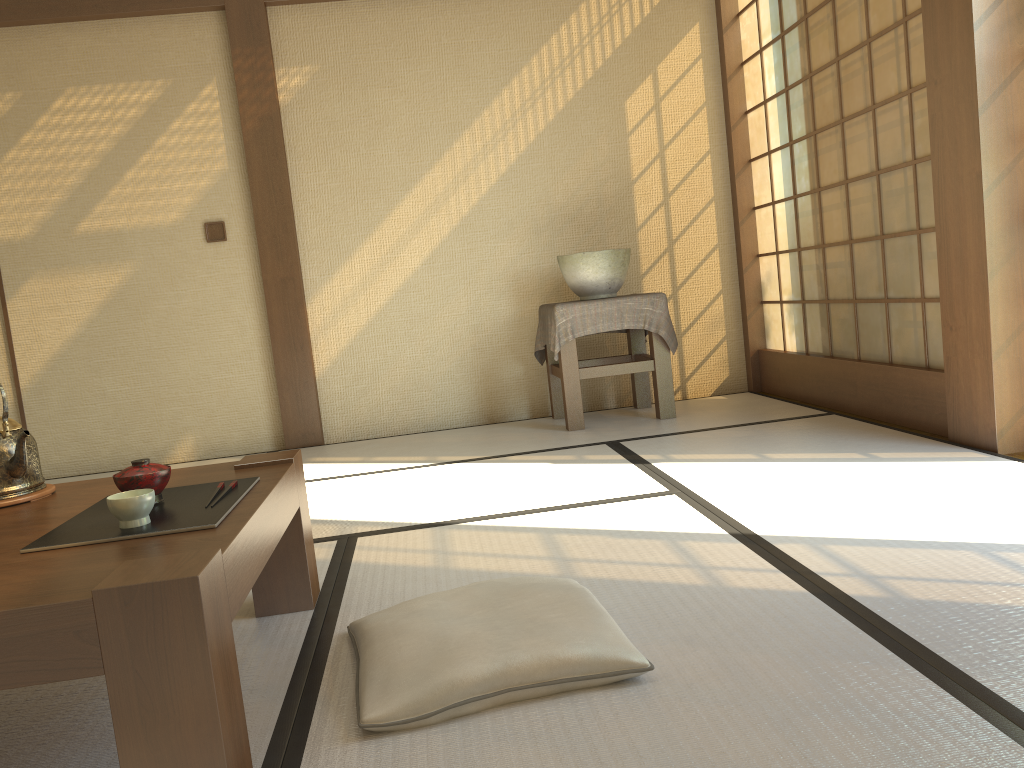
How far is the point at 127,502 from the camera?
1.4m

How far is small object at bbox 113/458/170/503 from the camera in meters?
1.6

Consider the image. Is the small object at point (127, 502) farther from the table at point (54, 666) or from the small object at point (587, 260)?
the small object at point (587, 260)

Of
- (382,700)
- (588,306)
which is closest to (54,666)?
(382,700)

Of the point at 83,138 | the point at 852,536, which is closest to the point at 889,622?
the point at 852,536

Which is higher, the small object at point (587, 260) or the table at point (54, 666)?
the small object at point (587, 260)

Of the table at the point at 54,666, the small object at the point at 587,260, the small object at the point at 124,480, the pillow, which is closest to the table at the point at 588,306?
the small object at the point at 587,260

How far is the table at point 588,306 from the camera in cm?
407

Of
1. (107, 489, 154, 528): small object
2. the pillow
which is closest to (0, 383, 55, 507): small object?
(107, 489, 154, 528): small object

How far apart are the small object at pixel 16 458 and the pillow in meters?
0.7
